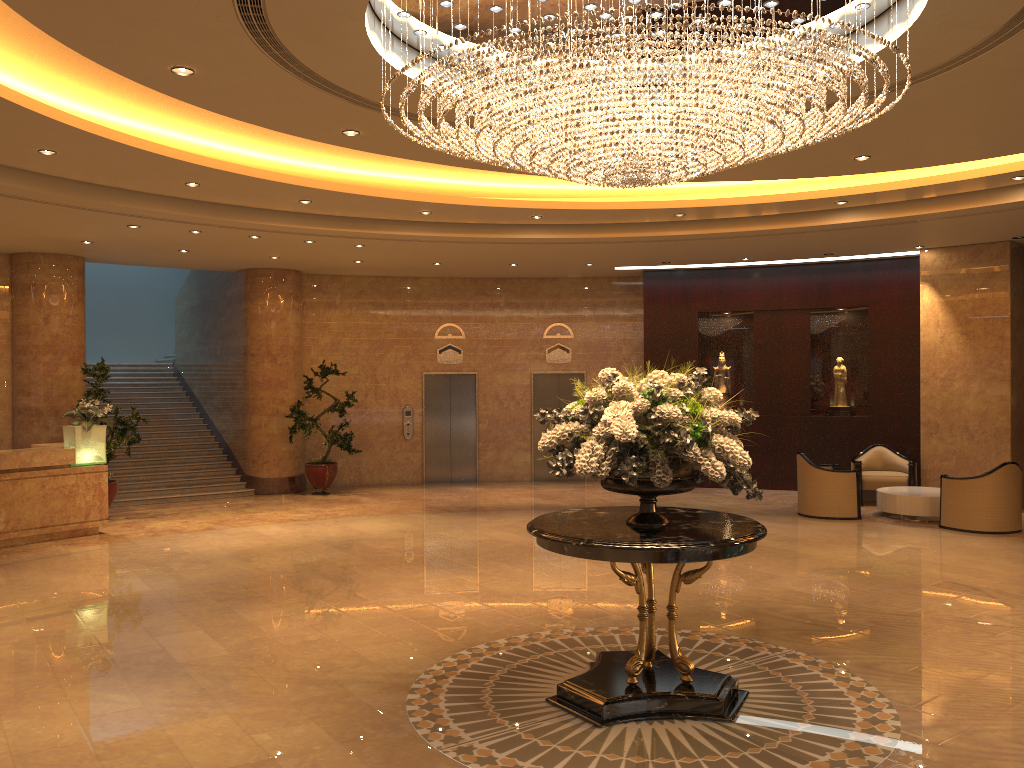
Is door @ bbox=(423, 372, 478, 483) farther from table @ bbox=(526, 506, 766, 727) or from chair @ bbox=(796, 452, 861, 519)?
table @ bbox=(526, 506, 766, 727)

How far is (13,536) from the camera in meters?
10.8 m

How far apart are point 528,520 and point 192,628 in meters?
6.1

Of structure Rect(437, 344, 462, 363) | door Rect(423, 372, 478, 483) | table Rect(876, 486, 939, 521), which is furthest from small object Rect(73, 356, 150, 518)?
table Rect(876, 486, 939, 521)

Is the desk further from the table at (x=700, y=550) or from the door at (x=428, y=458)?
the table at (x=700, y=550)

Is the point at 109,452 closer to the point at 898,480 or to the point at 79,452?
the point at 79,452

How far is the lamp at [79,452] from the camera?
11.4m

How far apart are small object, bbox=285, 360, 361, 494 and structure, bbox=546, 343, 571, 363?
4.06m

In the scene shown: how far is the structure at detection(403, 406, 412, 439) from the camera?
17.0 meters

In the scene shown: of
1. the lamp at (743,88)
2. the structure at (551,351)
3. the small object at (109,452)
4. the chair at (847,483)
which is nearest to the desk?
the small object at (109,452)
